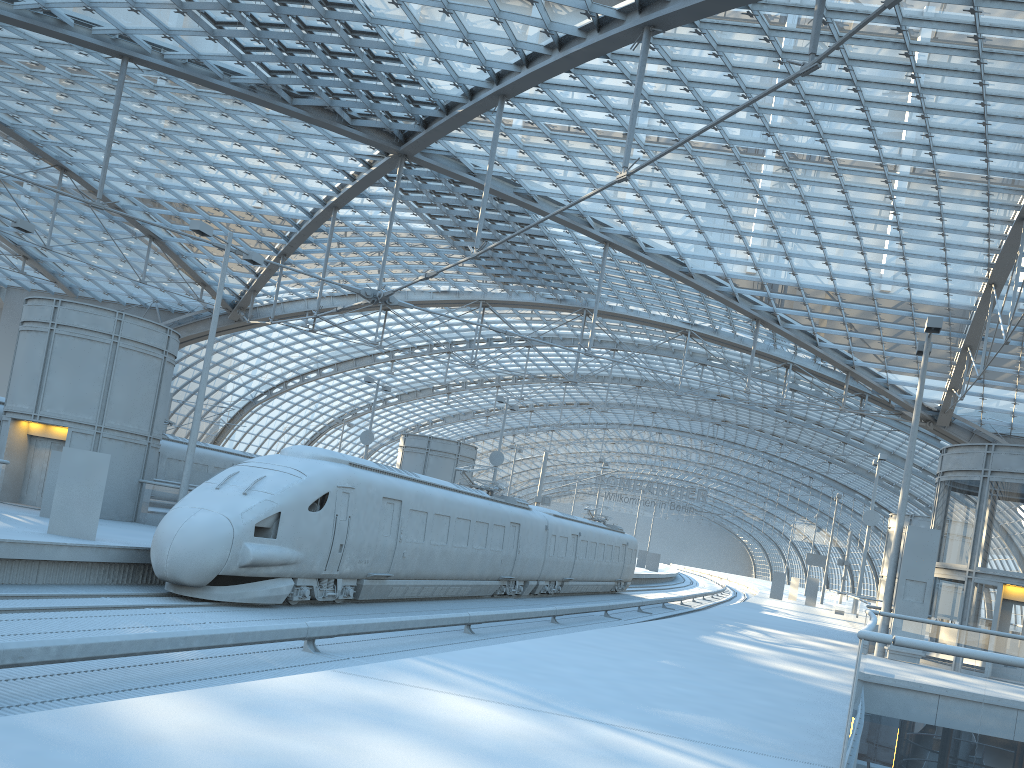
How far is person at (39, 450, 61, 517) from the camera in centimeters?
2029cm

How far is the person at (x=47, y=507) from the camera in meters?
20.3

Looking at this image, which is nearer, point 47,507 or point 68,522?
point 68,522

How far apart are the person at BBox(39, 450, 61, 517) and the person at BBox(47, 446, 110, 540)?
4.45m

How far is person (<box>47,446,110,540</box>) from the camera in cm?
1641

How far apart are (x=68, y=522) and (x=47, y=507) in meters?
4.6 m

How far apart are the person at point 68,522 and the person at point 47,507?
4.45m

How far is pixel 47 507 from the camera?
20.29m

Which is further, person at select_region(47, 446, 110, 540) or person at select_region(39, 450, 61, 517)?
person at select_region(39, 450, 61, 517)
